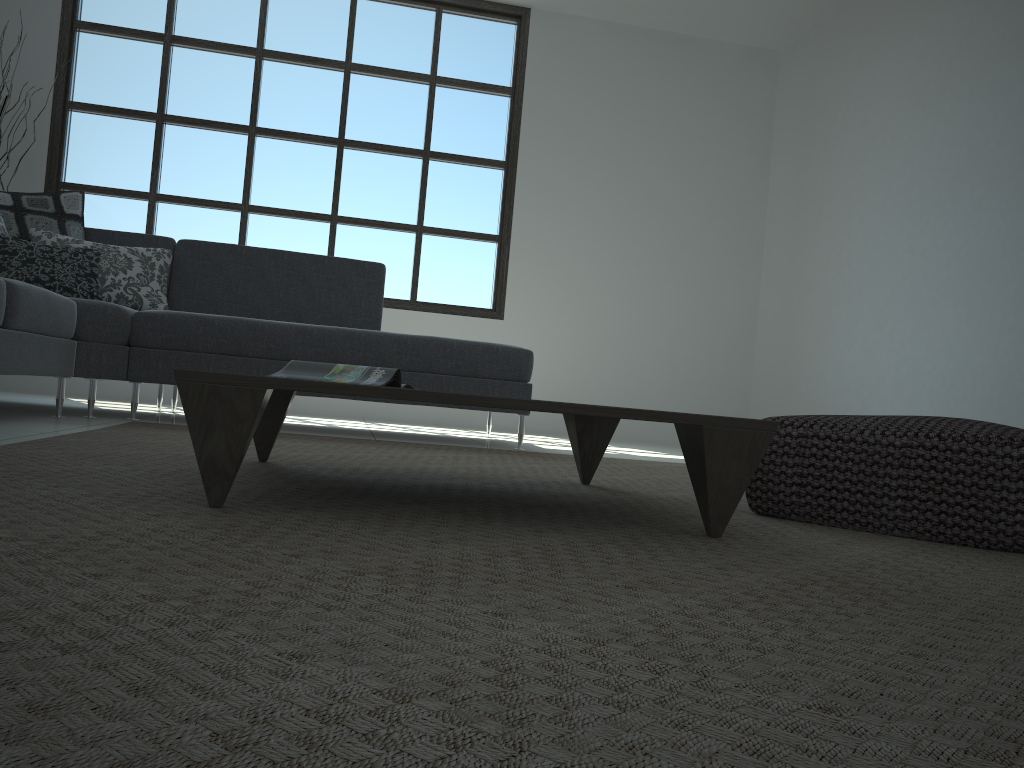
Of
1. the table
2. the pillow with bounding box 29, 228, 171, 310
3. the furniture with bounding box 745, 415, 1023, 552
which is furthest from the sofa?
the furniture with bounding box 745, 415, 1023, 552

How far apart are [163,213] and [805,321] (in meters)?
4.35

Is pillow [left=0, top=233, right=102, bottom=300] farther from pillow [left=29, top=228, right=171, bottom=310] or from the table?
the table

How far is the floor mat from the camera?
0.57m

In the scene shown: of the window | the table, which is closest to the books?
the table

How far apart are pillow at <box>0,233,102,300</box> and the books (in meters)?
2.20

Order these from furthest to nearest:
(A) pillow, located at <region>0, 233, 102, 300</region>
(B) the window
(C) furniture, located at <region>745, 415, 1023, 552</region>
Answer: (B) the window < (A) pillow, located at <region>0, 233, 102, 300</region> < (C) furniture, located at <region>745, 415, 1023, 552</region>

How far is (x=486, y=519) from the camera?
1.6m

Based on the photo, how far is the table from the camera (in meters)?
1.38

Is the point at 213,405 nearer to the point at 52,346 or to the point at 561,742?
the point at 561,742
